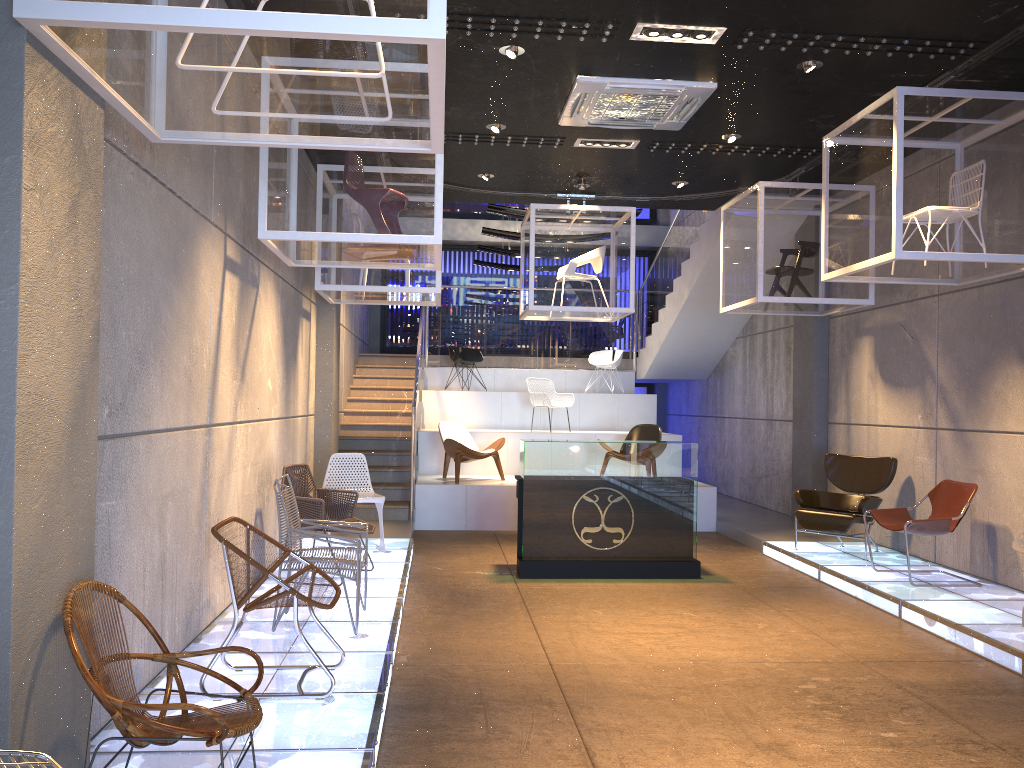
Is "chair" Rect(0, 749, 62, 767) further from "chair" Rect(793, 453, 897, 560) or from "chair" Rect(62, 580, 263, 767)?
"chair" Rect(793, 453, 897, 560)

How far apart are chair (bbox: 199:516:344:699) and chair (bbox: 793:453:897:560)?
5.44m

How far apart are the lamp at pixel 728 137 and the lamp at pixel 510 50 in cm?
269

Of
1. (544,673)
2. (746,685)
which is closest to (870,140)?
(746,685)

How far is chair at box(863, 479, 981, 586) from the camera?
7.03m

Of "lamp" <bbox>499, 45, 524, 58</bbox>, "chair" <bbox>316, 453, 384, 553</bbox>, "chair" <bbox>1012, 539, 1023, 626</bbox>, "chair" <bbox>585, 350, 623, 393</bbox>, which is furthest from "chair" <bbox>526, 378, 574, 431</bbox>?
"chair" <bbox>1012, 539, 1023, 626</bbox>

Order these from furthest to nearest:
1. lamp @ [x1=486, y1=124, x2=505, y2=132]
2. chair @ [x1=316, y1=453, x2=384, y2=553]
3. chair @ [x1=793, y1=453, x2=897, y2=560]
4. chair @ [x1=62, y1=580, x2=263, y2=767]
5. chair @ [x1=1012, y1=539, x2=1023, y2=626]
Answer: chair @ [x1=793, y1=453, x2=897, y2=560] → chair @ [x1=316, y1=453, x2=384, y2=553] → lamp @ [x1=486, y1=124, x2=505, y2=132] → chair @ [x1=1012, y1=539, x2=1023, y2=626] → chair @ [x1=62, y1=580, x2=263, y2=767]

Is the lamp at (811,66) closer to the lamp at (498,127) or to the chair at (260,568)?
the lamp at (498,127)

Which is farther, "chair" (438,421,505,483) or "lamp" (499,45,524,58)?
"chair" (438,421,505,483)

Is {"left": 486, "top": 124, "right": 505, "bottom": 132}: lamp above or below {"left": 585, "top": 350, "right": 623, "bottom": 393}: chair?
above
